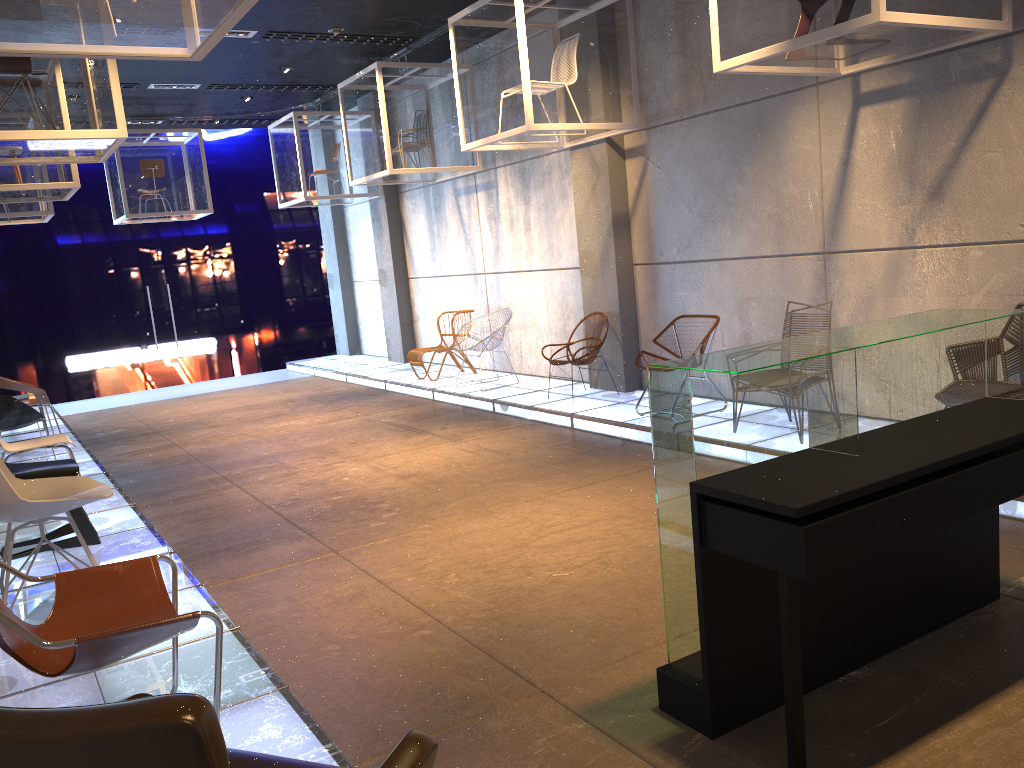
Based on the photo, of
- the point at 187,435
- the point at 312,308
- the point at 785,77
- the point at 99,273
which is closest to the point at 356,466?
the point at 187,435

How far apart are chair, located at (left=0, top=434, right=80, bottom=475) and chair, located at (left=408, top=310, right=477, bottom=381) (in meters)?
4.83

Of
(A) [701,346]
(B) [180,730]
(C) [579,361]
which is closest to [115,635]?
(B) [180,730]

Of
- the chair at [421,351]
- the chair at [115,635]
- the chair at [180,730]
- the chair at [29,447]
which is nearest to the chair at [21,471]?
the chair at [29,447]

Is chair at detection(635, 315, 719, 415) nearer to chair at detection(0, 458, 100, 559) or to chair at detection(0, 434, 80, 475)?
chair at detection(0, 458, 100, 559)

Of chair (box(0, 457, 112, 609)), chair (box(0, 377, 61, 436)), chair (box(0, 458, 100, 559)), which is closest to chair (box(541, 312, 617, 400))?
chair (box(0, 458, 100, 559))

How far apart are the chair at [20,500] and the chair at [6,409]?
3.5 meters

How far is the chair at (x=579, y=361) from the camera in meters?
8.5

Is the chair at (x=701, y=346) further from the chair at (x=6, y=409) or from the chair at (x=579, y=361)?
the chair at (x=6, y=409)

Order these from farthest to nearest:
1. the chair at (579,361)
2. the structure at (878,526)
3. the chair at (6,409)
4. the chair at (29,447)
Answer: the chair at (579,361) → the chair at (6,409) → the chair at (29,447) → the structure at (878,526)
